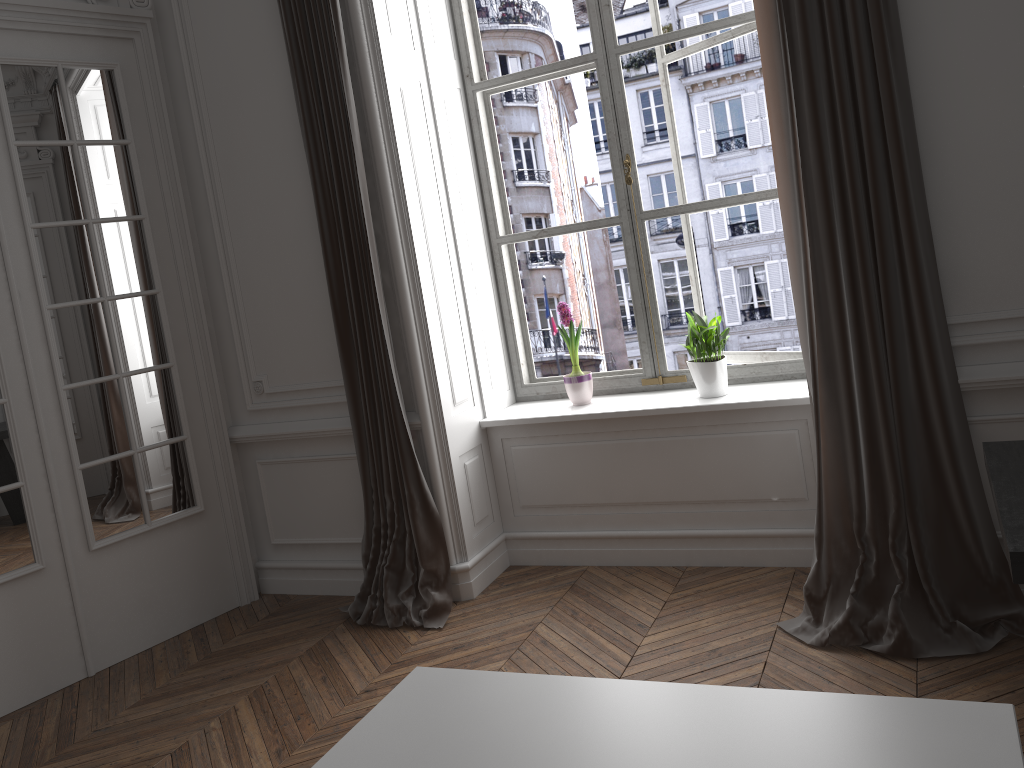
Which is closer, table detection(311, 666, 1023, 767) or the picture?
table detection(311, 666, 1023, 767)

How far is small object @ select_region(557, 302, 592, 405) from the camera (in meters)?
3.95

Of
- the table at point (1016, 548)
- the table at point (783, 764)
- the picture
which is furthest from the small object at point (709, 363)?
the table at point (783, 764)

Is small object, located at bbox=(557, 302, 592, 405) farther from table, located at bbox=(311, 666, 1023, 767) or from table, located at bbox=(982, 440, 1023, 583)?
table, located at bbox=(311, 666, 1023, 767)

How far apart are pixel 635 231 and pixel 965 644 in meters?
2.1

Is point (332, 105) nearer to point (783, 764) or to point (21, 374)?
point (21, 374)

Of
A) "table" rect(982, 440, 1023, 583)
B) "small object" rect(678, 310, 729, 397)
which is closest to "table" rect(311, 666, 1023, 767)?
"table" rect(982, 440, 1023, 583)

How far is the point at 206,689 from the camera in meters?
3.4

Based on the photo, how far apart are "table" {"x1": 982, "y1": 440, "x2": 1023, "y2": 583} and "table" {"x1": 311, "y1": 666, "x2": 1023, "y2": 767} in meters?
0.5 m

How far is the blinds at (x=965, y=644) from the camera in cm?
274
